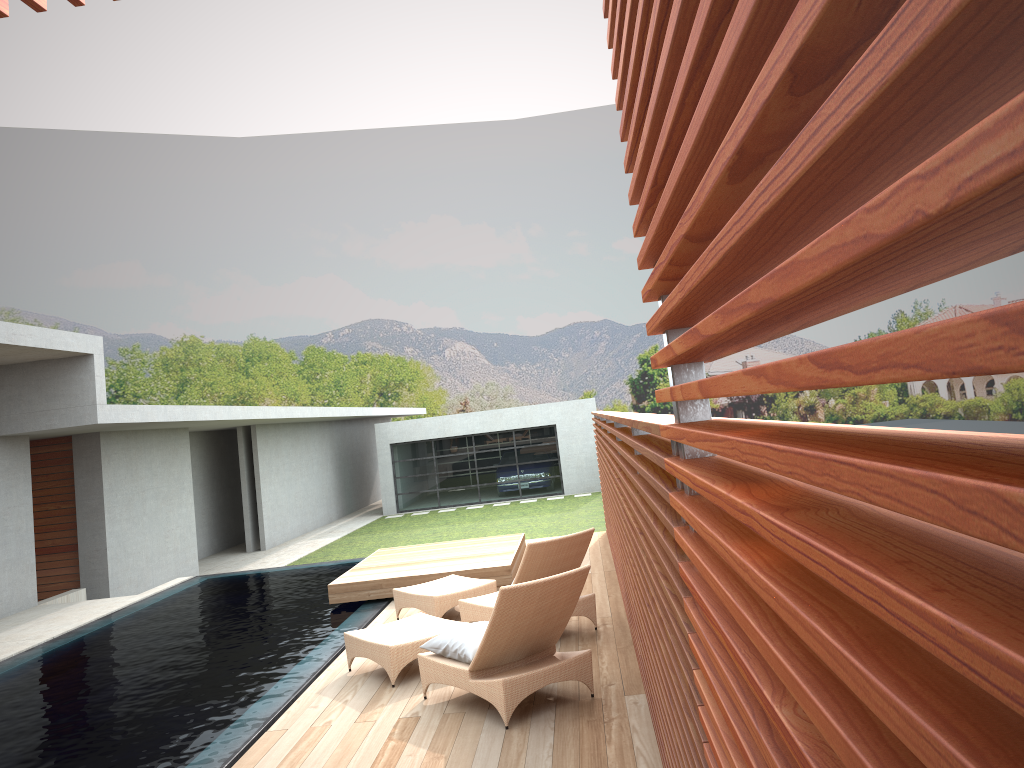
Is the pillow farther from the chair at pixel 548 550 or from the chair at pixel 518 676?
the chair at pixel 548 550

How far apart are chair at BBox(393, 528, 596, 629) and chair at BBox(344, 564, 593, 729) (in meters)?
0.48

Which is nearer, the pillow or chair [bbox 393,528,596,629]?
the pillow

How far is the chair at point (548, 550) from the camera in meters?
7.1

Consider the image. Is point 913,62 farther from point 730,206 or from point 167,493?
point 167,493

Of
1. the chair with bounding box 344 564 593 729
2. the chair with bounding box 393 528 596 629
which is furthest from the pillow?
the chair with bounding box 393 528 596 629

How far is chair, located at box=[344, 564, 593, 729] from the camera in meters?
5.4 m

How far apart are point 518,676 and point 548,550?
1.79m

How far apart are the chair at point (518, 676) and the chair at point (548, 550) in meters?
0.5 m

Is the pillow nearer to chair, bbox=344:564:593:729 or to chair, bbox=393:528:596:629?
chair, bbox=344:564:593:729
